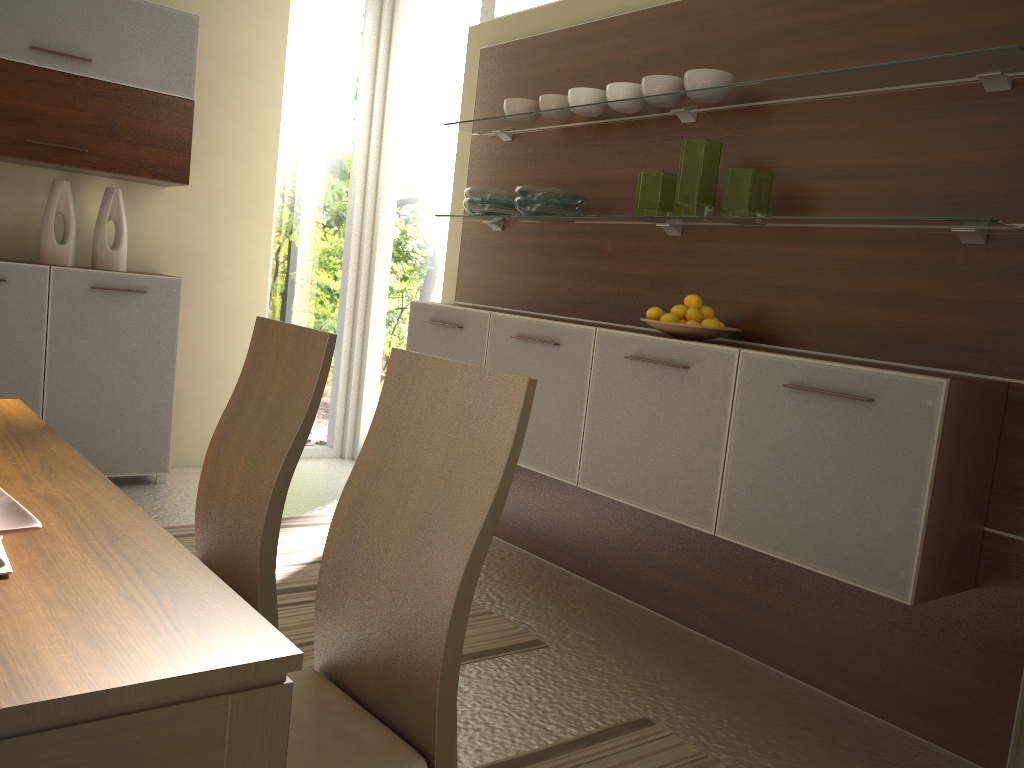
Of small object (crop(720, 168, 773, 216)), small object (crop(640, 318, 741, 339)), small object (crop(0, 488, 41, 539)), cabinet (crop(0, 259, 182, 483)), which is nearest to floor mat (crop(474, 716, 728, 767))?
small object (crop(640, 318, 741, 339))

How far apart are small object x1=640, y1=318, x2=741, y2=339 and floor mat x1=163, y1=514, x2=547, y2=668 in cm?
110

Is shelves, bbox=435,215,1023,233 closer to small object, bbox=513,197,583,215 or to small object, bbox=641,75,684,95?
small object, bbox=513,197,583,215

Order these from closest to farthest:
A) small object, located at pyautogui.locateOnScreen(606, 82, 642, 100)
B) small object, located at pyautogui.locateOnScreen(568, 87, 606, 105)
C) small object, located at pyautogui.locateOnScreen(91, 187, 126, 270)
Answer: small object, located at pyautogui.locateOnScreen(606, 82, 642, 100) → small object, located at pyautogui.locateOnScreen(568, 87, 606, 105) → small object, located at pyautogui.locateOnScreen(91, 187, 126, 270)

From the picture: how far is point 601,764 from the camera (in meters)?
2.19

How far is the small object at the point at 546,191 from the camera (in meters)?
3.44

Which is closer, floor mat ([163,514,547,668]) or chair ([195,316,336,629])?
chair ([195,316,336,629])

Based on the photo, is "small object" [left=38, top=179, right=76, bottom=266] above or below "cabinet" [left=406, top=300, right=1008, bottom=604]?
above

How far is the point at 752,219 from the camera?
2.7m

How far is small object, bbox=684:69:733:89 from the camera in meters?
2.9
